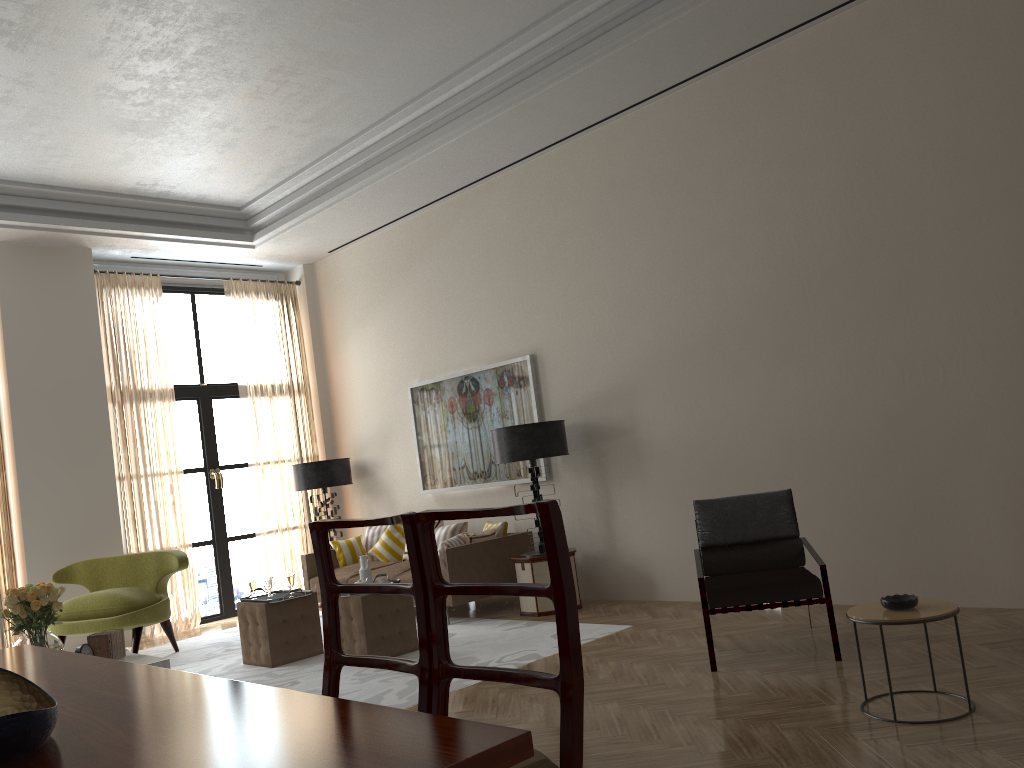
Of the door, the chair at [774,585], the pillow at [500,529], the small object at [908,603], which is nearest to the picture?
the pillow at [500,529]

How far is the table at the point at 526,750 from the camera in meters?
2.0

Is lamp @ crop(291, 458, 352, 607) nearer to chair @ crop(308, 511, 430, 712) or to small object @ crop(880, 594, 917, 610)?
small object @ crop(880, 594, 917, 610)

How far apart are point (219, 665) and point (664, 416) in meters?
5.1

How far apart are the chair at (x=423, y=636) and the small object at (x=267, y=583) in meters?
5.5

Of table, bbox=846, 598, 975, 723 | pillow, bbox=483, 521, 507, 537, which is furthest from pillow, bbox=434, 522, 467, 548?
table, bbox=846, 598, 975, 723

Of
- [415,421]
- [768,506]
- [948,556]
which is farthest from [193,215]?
[948,556]

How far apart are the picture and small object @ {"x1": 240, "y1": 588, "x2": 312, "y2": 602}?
2.8m

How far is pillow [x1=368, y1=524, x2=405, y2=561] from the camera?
11.4 meters

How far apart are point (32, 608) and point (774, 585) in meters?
5.9
